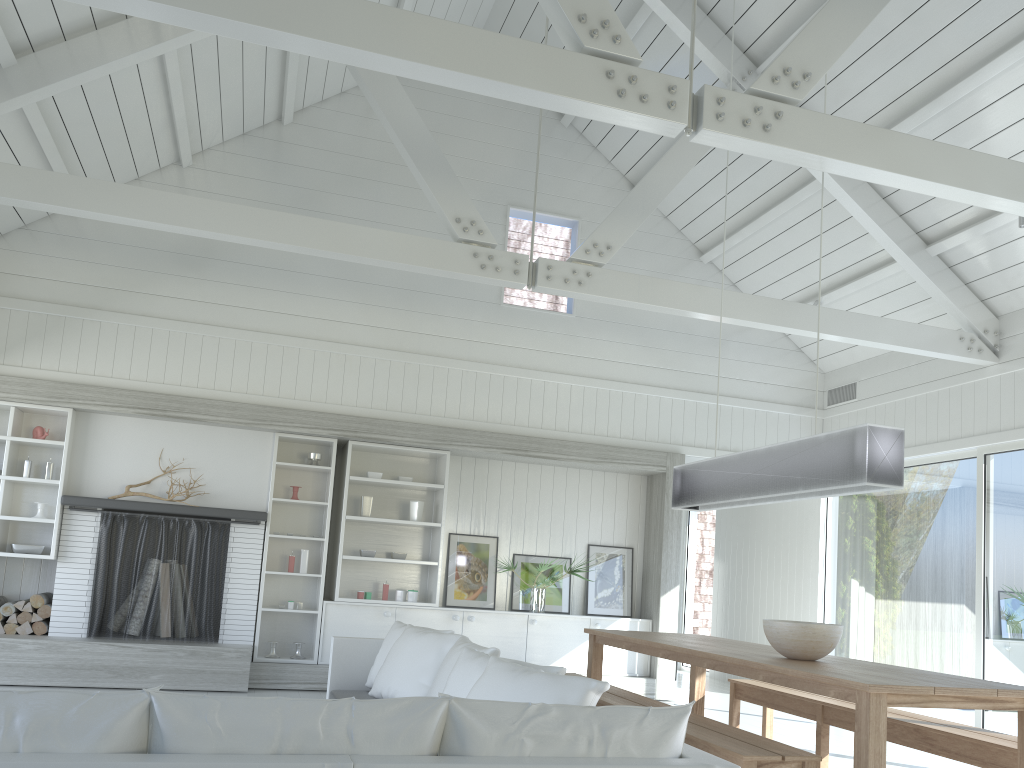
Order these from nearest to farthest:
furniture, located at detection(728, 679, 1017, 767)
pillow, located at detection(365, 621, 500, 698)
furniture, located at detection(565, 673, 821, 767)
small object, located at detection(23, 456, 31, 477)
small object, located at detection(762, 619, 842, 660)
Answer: furniture, located at detection(565, 673, 821, 767), furniture, located at detection(728, 679, 1017, 767), small object, located at detection(762, 619, 842, 660), pillow, located at detection(365, 621, 500, 698), small object, located at detection(23, 456, 31, 477)

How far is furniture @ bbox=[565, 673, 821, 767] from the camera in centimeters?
322cm

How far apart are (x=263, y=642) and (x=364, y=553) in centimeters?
115cm

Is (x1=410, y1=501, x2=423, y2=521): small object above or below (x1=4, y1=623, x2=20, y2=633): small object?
above

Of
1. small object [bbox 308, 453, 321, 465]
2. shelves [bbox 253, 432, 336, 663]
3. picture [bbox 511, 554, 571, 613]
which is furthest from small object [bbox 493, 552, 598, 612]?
small object [bbox 308, 453, 321, 465]

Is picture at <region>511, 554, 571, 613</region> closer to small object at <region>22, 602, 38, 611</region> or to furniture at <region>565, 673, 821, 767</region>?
furniture at <region>565, 673, 821, 767</region>

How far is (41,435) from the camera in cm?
725

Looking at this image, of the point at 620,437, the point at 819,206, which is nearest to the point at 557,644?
the point at 620,437

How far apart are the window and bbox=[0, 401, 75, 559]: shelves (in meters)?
7.17

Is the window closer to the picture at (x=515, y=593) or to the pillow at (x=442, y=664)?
the picture at (x=515, y=593)
